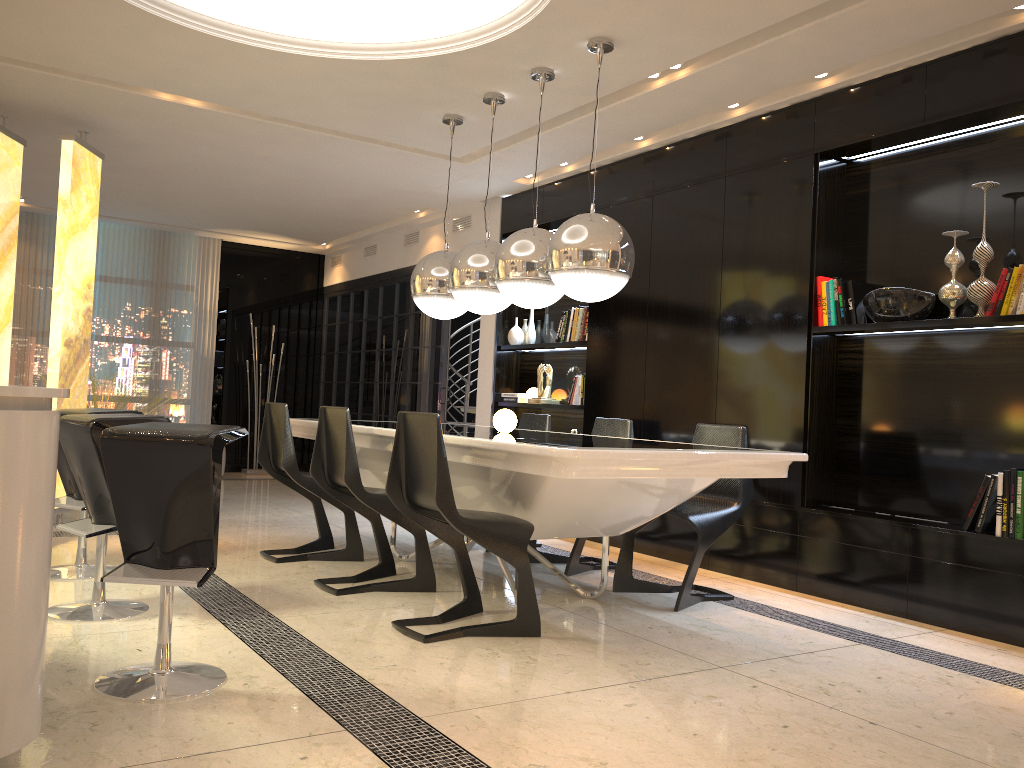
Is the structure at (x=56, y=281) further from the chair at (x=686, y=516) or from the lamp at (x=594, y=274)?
the chair at (x=686, y=516)

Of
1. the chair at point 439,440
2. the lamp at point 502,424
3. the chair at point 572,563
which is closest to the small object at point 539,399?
the chair at point 572,563

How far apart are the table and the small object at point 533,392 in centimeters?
177cm

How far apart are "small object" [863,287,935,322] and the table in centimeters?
109cm

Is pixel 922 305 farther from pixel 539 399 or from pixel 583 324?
pixel 539 399

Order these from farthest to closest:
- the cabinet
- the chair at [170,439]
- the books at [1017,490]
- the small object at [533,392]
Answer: the small object at [533,392], the books at [1017,490], the chair at [170,439], the cabinet

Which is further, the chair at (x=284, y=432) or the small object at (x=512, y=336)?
the small object at (x=512, y=336)

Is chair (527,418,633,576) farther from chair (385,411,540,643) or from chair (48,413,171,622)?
chair (48,413,171,622)

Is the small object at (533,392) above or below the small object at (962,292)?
below

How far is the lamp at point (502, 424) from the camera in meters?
4.5
